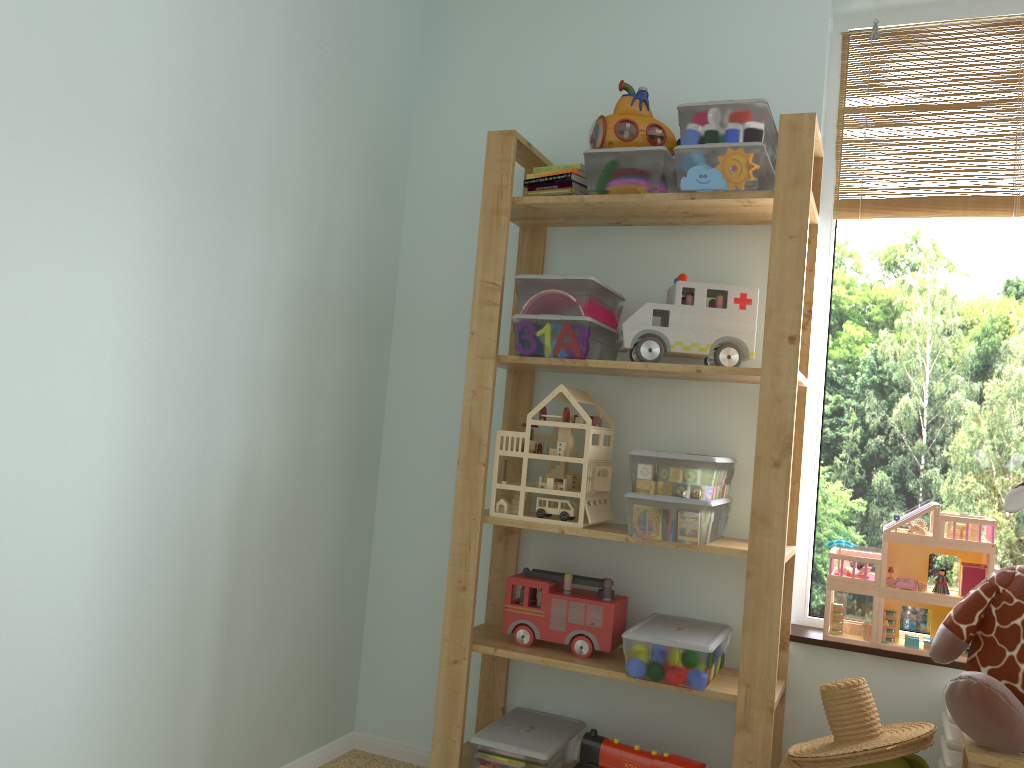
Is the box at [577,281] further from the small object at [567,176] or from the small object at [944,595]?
the small object at [944,595]

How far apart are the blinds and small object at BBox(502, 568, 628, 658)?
1.1m

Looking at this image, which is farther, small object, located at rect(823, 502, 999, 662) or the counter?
small object, located at rect(823, 502, 999, 662)

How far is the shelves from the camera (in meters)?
1.83

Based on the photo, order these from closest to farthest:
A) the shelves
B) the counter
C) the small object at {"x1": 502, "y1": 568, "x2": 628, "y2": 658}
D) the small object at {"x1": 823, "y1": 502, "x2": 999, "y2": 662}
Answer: the counter, the shelves, the small object at {"x1": 823, "y1": 502, "x2": 999, "y2": 662}, the small object at {"x1": 502, "y1": 568, "x2": 628, "y2": 658}

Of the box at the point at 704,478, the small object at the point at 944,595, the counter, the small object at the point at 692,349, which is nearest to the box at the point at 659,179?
the small object at the point at 692,349

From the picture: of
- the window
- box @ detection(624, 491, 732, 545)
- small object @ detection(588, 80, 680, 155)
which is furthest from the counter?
small object @ detection(588, 80, 680, 155)

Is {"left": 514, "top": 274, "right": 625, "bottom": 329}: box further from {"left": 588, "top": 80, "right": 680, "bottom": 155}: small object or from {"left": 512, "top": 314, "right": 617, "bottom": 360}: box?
{"left": 588, "top": 80, "right": 680, "bottom": 155}: small object

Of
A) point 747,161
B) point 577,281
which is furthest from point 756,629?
point 747,161

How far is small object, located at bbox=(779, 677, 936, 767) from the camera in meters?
1.5
